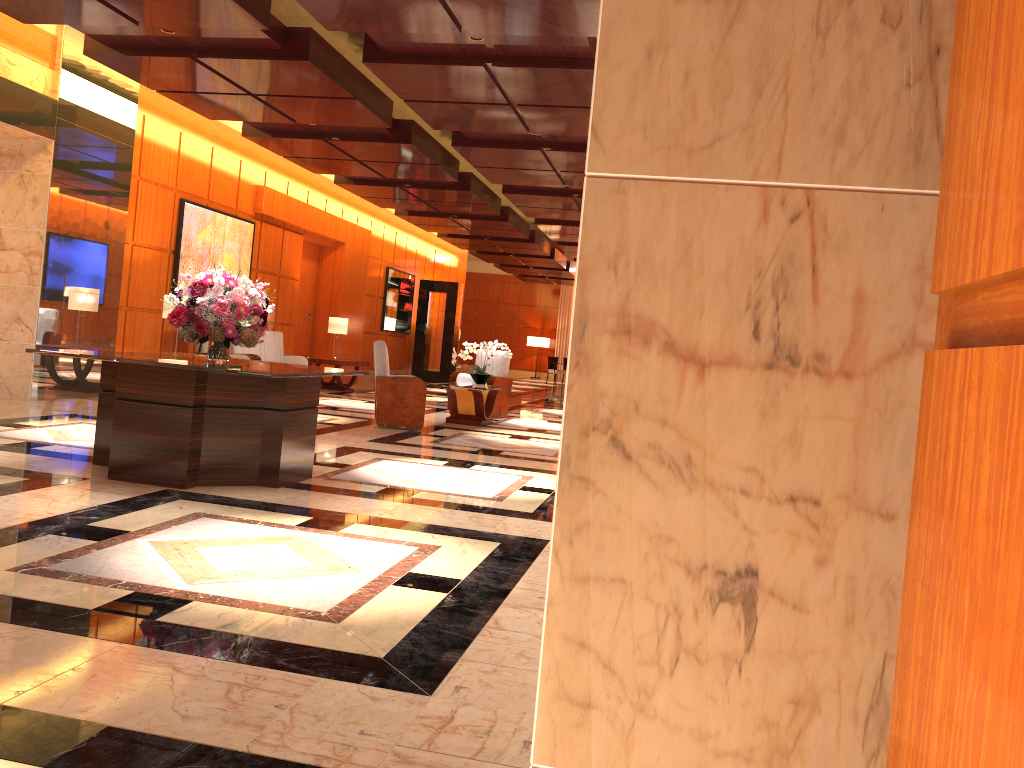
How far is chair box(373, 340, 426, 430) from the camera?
9.74m

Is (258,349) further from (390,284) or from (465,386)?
(390,284)

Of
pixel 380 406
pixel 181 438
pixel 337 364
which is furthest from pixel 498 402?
pixel 181 438

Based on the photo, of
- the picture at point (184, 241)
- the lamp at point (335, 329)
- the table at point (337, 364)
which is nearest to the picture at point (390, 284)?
the table at point (337, 364)

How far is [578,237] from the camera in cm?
1711

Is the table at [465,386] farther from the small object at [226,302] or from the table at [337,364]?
the small object at [226,302]

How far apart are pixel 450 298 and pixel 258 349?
8.54m

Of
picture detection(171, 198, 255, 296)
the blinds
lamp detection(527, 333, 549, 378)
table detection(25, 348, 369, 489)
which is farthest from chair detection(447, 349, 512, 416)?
the blinds

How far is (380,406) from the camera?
9.7 meters

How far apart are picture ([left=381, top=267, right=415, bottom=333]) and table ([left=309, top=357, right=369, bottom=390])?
4.05m
